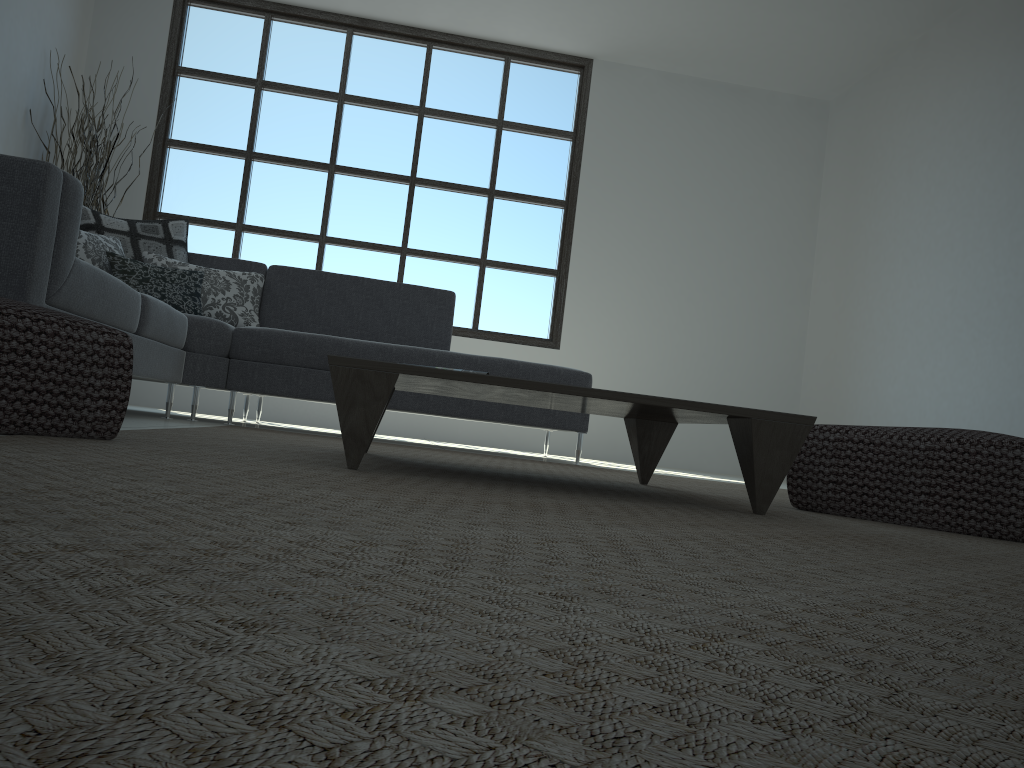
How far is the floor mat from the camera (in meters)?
0.32

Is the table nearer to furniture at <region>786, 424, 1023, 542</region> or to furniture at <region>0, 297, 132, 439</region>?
furniture at <region>786, 424, 1023, 542</region>

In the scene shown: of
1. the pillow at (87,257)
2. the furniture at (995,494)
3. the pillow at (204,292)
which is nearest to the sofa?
the pillow at (204,292)

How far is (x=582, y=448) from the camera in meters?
6.6

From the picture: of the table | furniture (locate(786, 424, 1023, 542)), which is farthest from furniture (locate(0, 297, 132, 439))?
furniture (locate(786, 424, 1023, 542))

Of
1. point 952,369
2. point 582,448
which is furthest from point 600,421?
point 952,369

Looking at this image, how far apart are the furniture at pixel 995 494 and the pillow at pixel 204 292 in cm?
308

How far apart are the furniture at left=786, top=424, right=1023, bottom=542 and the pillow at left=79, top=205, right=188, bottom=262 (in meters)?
3.39

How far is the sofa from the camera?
2.2 meters

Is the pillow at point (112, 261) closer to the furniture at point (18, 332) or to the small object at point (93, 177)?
the small object at point (93, 177)
